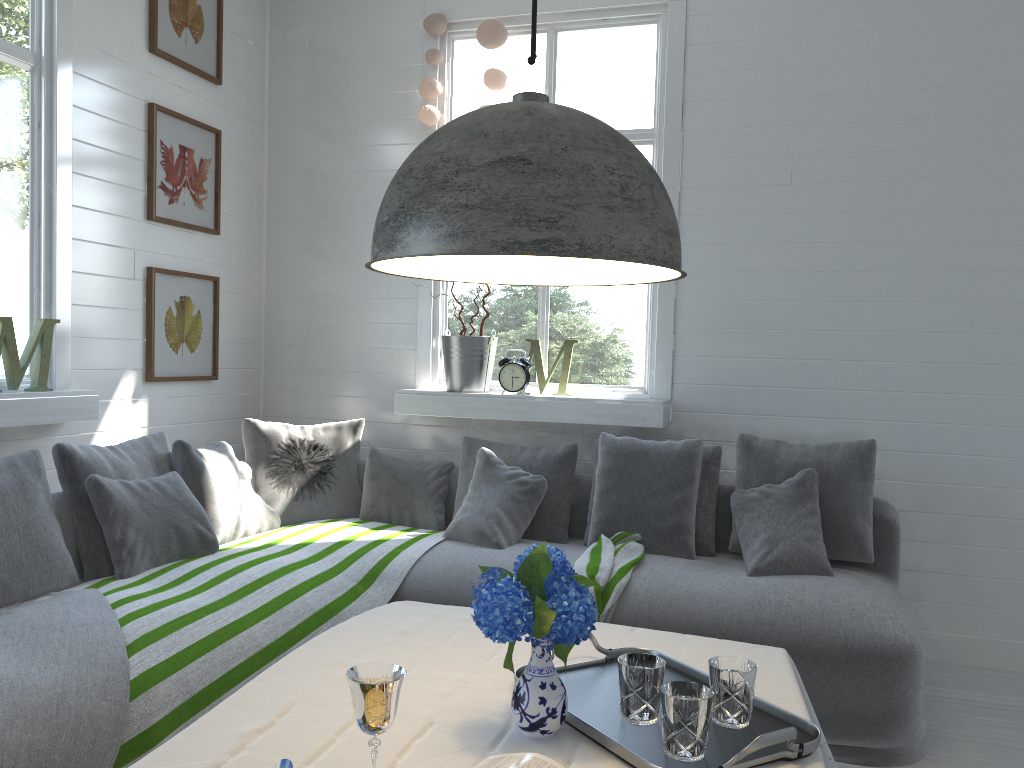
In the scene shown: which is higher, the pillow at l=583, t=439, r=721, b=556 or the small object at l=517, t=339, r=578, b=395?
the small object at l=517, t=339, r=578, b=395

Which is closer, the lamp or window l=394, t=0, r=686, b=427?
the lamp

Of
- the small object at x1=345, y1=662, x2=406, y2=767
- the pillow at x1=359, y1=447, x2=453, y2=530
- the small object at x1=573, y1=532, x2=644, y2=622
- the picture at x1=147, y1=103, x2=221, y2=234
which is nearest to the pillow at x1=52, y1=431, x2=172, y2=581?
the pillow at x1=359, y1=447, x2=453, y2=530

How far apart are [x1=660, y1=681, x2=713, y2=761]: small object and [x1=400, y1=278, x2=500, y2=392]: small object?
3.29m

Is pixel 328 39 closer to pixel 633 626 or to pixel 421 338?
pixel 421 338

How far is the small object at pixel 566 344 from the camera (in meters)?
4.81

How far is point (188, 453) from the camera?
3.88m

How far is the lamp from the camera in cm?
140

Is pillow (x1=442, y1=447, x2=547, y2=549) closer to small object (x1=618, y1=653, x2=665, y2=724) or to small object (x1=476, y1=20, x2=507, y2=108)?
small object (x1=476, y1=20, x2=507, y2=108)

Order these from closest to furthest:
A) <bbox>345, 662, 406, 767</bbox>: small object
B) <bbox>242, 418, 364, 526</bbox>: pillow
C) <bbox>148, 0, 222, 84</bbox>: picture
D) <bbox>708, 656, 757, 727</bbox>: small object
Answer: <bbox>345, 662, 406, 767</bbox>: small object, <bbox>708, 656, 757, 727</bbox>: small object, <bbox>148, 0, 222, 84</bbox>: picture, <bbox>242, 418, 364, 526</bbox>: pillow
